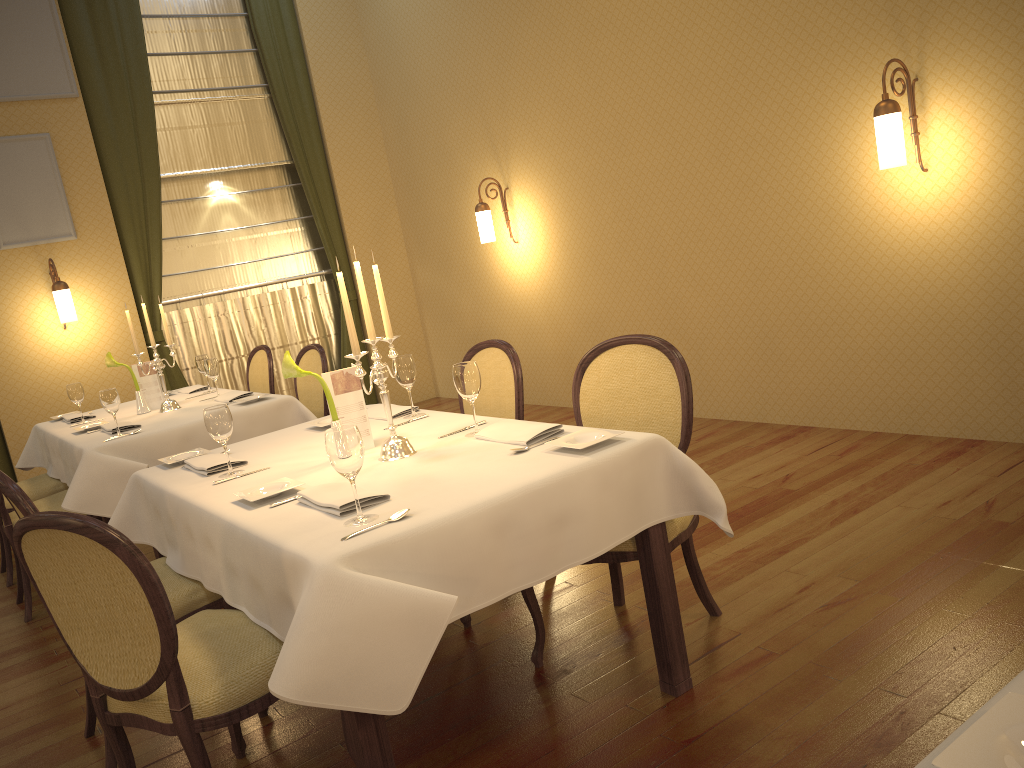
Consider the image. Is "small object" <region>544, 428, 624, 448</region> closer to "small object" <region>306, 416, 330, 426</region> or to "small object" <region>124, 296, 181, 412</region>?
"small object" <region>306, 416, 330, 426</region>

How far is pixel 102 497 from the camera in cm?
400

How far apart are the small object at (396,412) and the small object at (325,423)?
0.2 meters

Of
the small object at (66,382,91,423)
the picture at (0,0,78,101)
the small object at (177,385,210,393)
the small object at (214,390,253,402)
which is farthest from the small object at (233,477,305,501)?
the picture at (0,0,78,101)

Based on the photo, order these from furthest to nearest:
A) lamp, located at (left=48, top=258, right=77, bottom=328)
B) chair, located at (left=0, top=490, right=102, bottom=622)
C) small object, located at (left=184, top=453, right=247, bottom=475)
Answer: lamp, located at (left=48, top=258, right=77, bottom=328)
chair, located at (left=0, top=490, right=102, bottom=622)
small object, located at (left=184, top=453, right=247, bottom=475)

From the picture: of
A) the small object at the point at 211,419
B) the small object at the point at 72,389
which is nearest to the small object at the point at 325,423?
the small object at the point at 211,419

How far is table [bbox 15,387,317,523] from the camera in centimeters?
400cm

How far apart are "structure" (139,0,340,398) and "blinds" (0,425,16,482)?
1.41m

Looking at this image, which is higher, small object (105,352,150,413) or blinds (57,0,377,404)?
blinds (57,0,377,404)

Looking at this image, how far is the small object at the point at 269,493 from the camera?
2.4m
